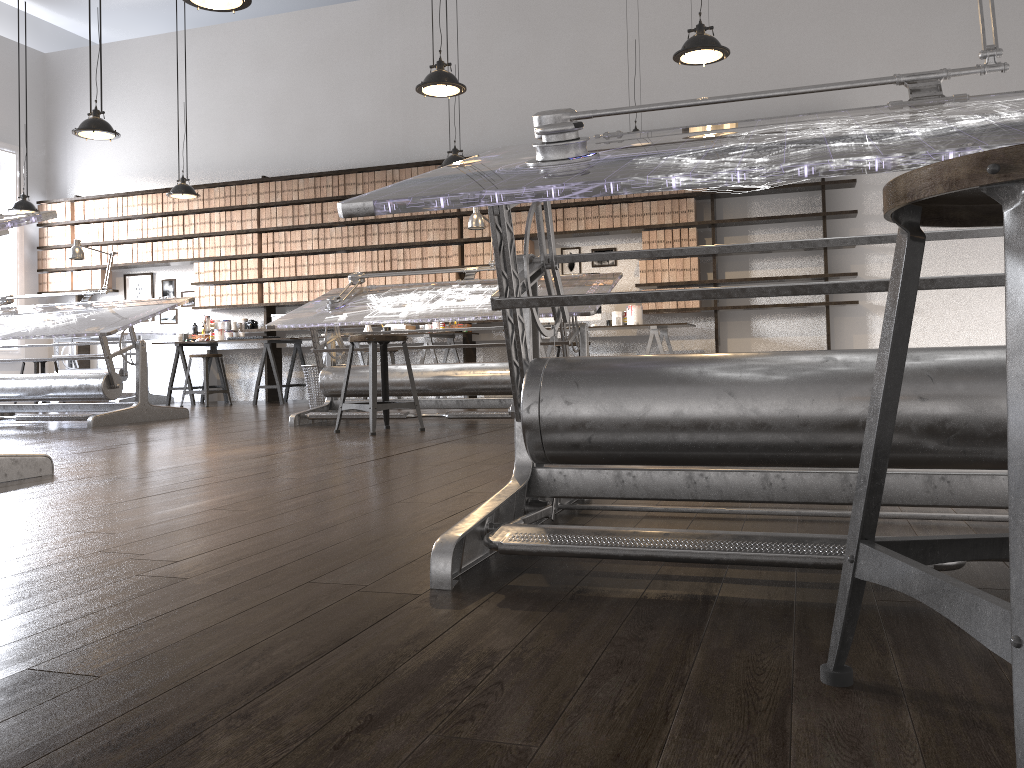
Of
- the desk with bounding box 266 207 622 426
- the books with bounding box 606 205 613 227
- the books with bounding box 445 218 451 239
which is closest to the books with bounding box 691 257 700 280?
the books with bounding box 606 205 613 227

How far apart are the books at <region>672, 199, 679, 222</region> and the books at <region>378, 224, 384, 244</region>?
3.01m

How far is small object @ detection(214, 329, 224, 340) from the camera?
9.5m

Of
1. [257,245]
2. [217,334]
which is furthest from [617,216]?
[217,334]

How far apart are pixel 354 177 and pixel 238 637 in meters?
8.5

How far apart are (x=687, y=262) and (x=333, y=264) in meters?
3.7 m

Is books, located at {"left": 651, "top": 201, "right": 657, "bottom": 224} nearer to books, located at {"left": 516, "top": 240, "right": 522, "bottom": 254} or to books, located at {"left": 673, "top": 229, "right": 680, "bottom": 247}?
books, located at {"left": 673, "top": 229, "right": 680, "bottom": 247}

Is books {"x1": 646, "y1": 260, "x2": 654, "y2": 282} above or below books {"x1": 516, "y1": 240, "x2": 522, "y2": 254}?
below

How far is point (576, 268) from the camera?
8.75m

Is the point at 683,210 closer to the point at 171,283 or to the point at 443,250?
the point at 443,250
